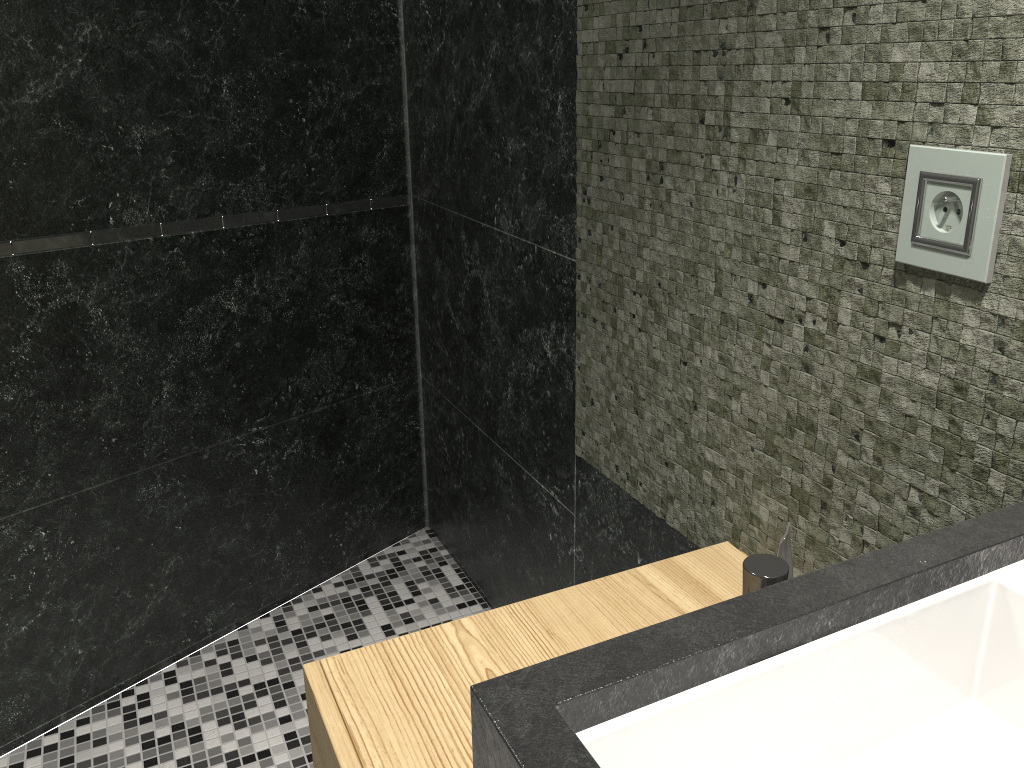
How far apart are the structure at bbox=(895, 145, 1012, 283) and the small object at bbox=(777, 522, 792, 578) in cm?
34

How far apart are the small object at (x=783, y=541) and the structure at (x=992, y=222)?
0.34m

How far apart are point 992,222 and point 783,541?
0.41m

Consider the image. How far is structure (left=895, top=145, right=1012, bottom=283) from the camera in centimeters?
83cm

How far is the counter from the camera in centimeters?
55cm

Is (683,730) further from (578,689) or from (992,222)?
(992,222)

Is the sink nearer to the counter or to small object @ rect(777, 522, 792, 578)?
the counter

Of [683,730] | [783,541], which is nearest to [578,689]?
[683,730]

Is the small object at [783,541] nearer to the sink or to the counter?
the counter

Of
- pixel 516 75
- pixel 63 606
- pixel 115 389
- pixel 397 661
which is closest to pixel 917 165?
pixel 397 661
